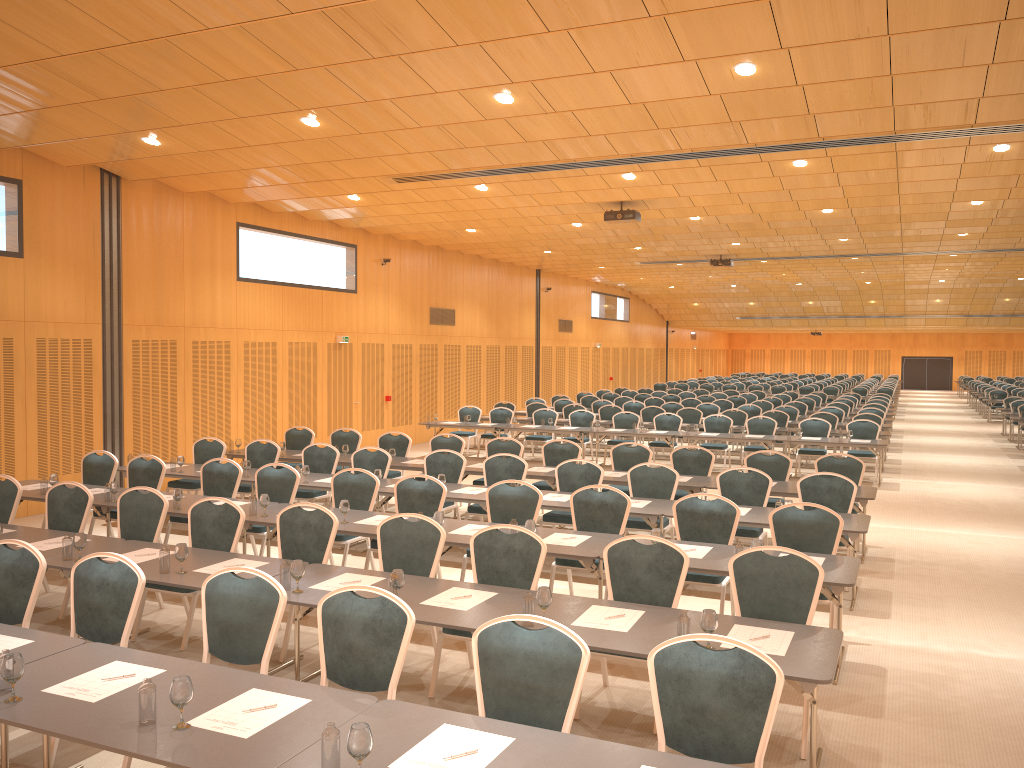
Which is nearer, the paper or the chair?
the paper

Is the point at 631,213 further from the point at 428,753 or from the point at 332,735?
the point at 332,735

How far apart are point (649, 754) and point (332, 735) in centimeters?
126cm

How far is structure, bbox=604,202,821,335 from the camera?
15.9m

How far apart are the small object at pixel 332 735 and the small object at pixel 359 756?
0.0 meters

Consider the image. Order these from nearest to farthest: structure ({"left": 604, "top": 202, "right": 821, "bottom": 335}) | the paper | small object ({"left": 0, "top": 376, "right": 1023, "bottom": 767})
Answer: small object ({"left": 0, "top": 376, "right": 1023, "bottom": 767}) → the paper → structure ({"left": 604, "top": 202, "right": 821, "bottom": 335})

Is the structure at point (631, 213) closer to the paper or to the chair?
the chair

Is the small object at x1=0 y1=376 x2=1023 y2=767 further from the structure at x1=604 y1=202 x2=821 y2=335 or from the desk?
the structure at x1=604 y1=202 x2=821 y2=335

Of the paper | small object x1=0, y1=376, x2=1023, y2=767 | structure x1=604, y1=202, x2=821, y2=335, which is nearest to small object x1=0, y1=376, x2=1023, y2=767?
small object x1=0, y1=376, x2=1023, y2=767

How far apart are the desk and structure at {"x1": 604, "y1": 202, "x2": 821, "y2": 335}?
4.2m
